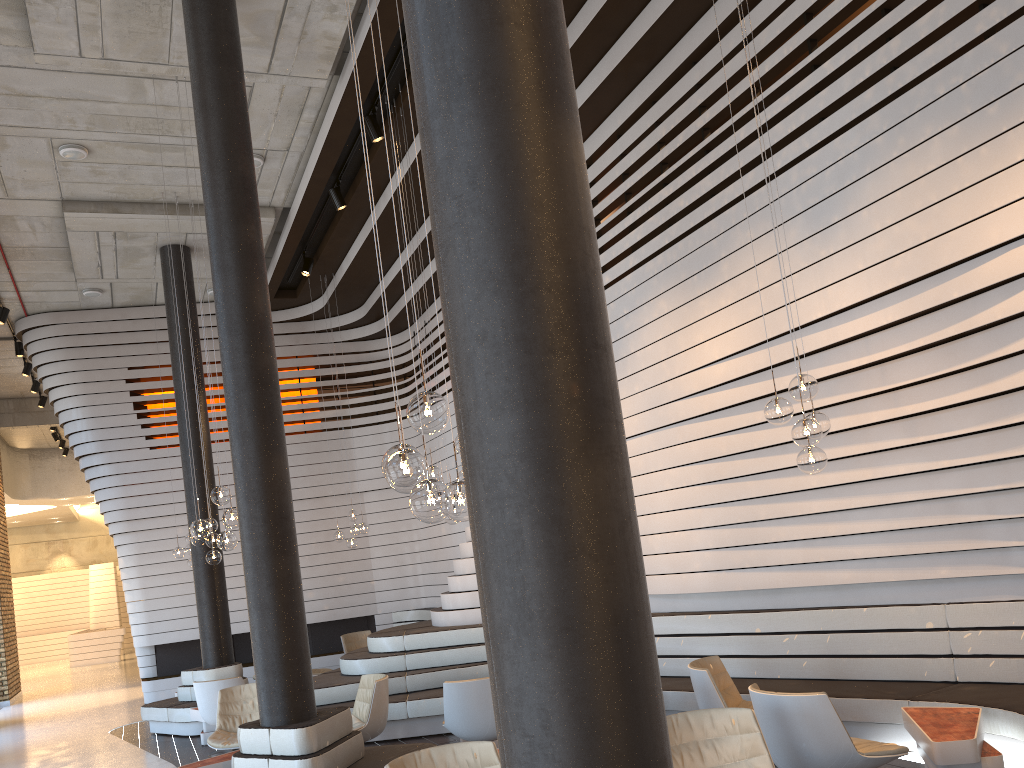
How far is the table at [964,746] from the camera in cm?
446

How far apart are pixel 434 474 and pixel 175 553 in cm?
572

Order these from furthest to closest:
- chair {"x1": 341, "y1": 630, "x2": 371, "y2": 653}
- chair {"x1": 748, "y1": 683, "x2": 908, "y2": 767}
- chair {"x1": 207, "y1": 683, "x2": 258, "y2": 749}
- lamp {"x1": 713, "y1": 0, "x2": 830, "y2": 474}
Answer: chair {"x1": 341, "y1": 630, "x2": 371, "y2": 653}
chair {"x1": 207, "y1": 683, "x2": 258, "y2": 749}
lamp {"x1": 713, "y1": 0, "x2": 830, "y2": 474}
chair {"x1": 748, "y1": 683, "x2": 908, "y2": 767}

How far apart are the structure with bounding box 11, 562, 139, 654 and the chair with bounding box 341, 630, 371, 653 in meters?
17.4

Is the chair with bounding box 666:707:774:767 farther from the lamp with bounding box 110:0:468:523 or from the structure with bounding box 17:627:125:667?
the structure with bounding box 17:627:125:667

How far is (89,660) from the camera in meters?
23.9 m

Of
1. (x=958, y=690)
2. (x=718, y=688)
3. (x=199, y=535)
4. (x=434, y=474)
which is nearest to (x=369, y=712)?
(x=199, y=535)

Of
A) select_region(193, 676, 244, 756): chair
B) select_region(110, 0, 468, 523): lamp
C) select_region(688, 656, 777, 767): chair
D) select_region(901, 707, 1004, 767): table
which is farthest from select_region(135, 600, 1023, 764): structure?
select_region(110, 0, 468, 523): lamp

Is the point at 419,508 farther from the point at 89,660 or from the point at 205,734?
the point at 89,660

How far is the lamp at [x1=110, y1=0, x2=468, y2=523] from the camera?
3.2m
